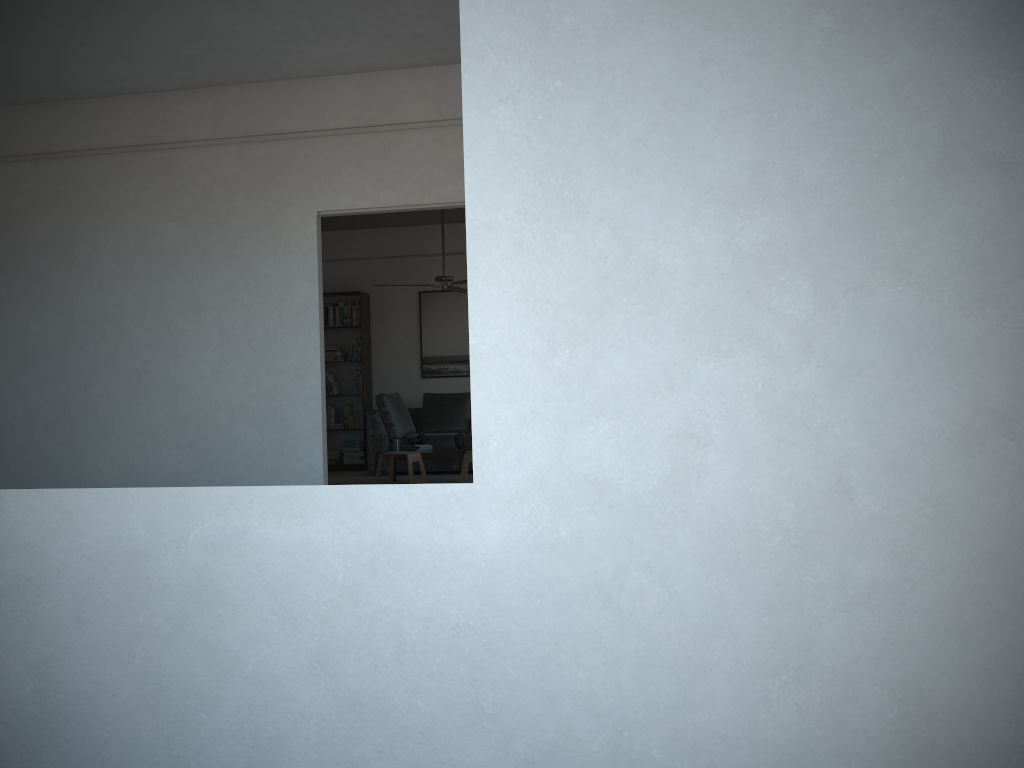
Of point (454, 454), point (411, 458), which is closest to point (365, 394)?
point (454, 454)

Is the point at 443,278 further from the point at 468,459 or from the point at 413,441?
the point at 468,459

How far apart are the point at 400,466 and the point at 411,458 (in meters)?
1.63

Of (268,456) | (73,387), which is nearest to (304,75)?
(268,456)

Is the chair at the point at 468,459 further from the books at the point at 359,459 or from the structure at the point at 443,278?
the books at the point at 359,459

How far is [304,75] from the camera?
5.6 meters

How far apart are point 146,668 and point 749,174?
1.15m

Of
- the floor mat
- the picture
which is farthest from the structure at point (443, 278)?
the picture

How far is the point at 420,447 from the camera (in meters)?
8.53

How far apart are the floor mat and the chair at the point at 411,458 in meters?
0.7
